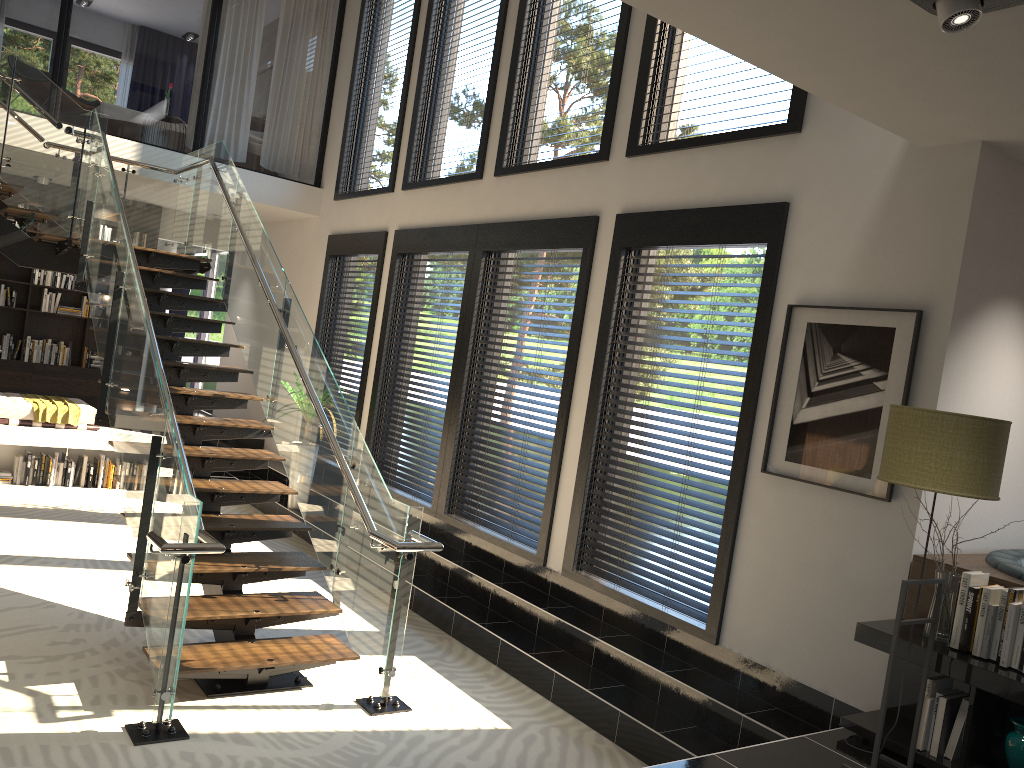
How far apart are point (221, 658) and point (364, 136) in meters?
6.3

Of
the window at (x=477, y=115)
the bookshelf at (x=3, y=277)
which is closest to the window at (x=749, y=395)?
the window at (x=477, y=115)

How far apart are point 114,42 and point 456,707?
17.67m

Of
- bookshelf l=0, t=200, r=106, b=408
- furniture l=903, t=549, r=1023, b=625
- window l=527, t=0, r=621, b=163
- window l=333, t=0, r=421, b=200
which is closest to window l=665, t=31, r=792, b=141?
window l=527, t=0, r=621, b=163

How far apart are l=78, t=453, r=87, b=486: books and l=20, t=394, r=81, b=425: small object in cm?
51

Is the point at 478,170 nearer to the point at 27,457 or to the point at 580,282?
the point at 580,282

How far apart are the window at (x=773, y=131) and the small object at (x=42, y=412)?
6.0m

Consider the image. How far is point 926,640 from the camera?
3.7m

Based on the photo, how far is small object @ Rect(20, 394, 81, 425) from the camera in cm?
844

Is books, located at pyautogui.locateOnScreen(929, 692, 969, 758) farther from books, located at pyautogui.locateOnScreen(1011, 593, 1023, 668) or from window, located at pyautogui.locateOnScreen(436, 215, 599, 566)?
window, located at pyautogui.locateOnScreen(436, 215, 599, 566)
